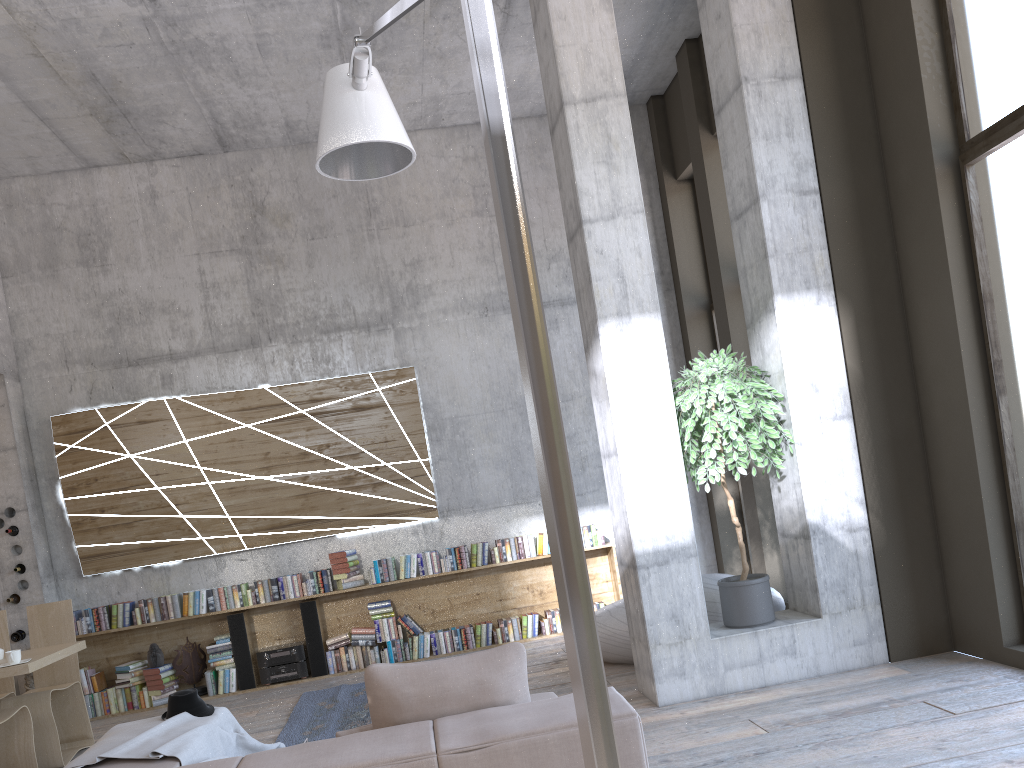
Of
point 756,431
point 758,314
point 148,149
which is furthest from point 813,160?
point 148,149

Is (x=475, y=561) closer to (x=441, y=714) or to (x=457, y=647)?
(x=457, y=647)

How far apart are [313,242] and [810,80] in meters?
5.0

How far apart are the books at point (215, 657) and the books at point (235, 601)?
0.3m

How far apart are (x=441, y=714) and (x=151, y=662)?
6.1m

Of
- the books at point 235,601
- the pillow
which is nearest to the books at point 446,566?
Result: the books at point 235,601

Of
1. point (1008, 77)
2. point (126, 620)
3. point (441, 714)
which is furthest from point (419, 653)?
point (1008, 77)

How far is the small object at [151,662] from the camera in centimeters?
790cm

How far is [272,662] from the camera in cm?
801

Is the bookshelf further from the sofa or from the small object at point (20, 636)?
the sofa
